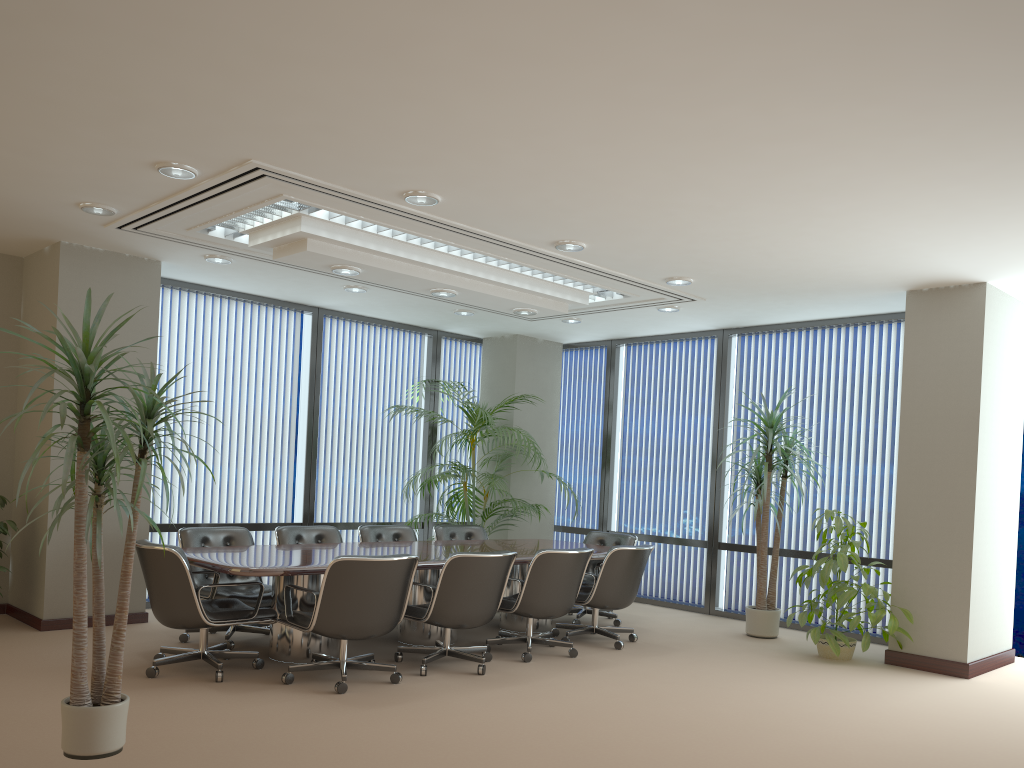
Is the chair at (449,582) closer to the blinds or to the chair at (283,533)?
the chair at (283,533)

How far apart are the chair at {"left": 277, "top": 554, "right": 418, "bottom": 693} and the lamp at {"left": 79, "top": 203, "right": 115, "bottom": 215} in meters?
2.8 m

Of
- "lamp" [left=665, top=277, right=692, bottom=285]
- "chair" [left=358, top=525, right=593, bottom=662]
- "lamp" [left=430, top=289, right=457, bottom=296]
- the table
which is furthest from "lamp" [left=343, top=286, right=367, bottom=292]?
"lamp" [left=665, top=277, right=692, bottom=285]

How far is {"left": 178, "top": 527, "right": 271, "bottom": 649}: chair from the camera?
6.4 meters

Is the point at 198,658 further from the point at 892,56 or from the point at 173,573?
the point at 892,56

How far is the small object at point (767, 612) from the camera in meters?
7.9 m

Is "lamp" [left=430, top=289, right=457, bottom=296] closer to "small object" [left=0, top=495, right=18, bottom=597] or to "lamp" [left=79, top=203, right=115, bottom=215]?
"lamp" [left=79, top=203, right=115, bottom=215]

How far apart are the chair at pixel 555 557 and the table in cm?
28

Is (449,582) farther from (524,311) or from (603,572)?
(524,311)

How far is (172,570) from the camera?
5.37m
